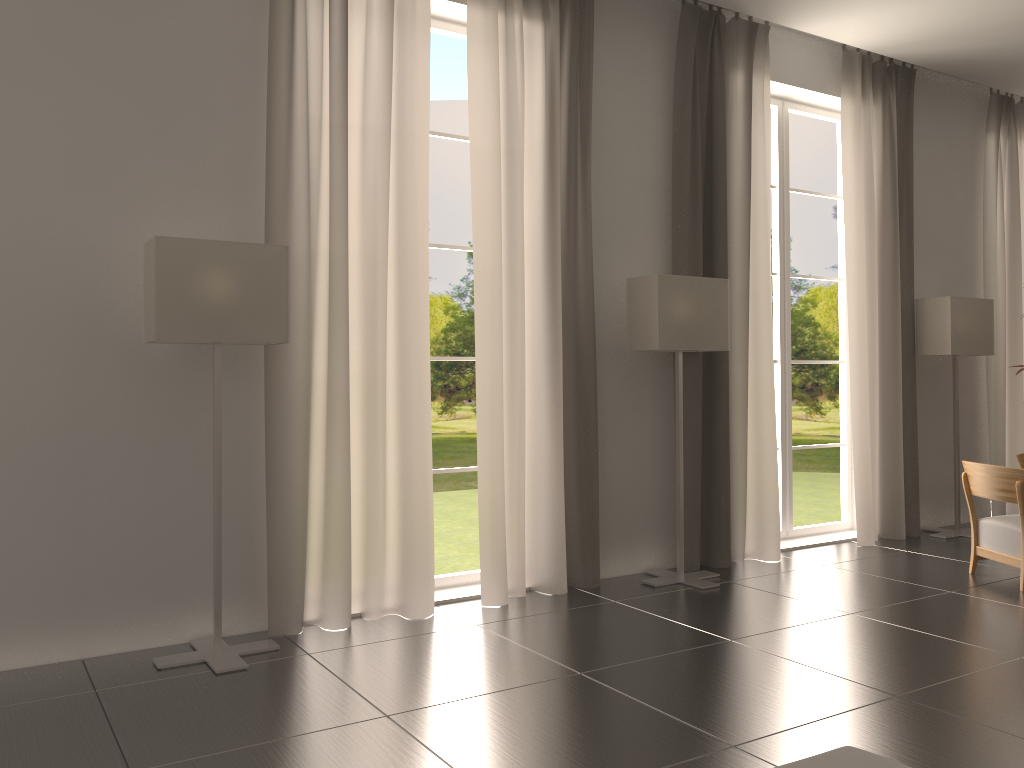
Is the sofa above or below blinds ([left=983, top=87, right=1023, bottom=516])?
below

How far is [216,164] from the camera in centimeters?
735cm

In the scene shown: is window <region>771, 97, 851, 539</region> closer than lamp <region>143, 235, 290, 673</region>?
No

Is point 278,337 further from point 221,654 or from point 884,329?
point 884,329

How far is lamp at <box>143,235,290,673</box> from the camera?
6.5 meters

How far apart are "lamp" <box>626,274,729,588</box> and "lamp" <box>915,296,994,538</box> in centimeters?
402cm

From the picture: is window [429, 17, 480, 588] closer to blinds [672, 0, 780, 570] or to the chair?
blinds [672, 0, 780, 570]

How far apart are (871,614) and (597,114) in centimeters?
566cm

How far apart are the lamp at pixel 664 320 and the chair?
2.9 meters

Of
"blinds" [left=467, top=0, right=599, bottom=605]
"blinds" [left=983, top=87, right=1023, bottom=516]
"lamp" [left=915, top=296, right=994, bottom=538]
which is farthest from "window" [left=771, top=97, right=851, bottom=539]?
"blinds" [left=467, top=0, right=599, bottom=605]
